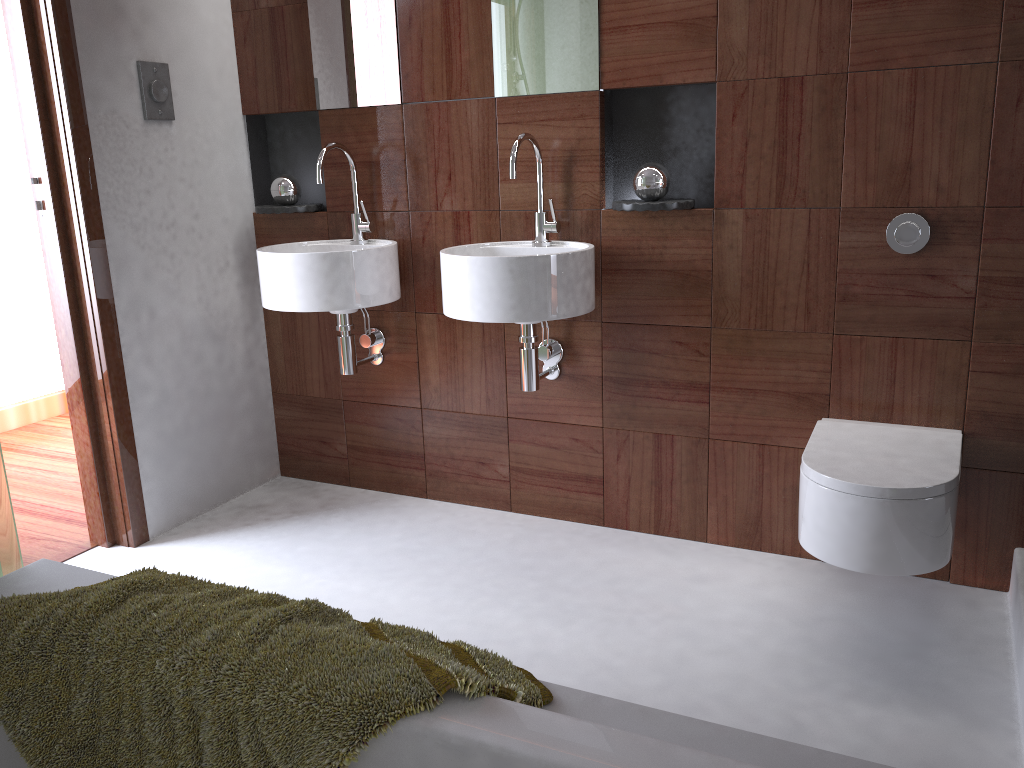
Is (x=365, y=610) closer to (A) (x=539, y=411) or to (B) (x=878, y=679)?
(A) (x=539, y=411)

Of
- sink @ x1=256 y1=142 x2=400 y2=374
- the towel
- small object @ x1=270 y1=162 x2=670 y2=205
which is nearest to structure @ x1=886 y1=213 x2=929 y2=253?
small object @ x1=270 y1=162 x2=670 y2=205

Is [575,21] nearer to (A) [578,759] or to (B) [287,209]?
(B) [287,209]

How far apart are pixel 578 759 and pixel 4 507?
1.1m

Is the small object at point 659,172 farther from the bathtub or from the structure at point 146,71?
the bathtub

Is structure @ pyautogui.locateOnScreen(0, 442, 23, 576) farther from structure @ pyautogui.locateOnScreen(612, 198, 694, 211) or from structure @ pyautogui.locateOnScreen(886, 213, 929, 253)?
structure @ pyautogui.locateOnScreen(886, 213, 929, 253)

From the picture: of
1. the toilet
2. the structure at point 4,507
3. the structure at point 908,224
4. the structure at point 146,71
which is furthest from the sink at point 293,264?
the structure at point 908,224

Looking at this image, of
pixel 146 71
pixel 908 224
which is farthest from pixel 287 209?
pixel 908 224

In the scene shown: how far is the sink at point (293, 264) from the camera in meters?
2.5 m

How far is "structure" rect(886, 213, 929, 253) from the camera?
2.1 meters
